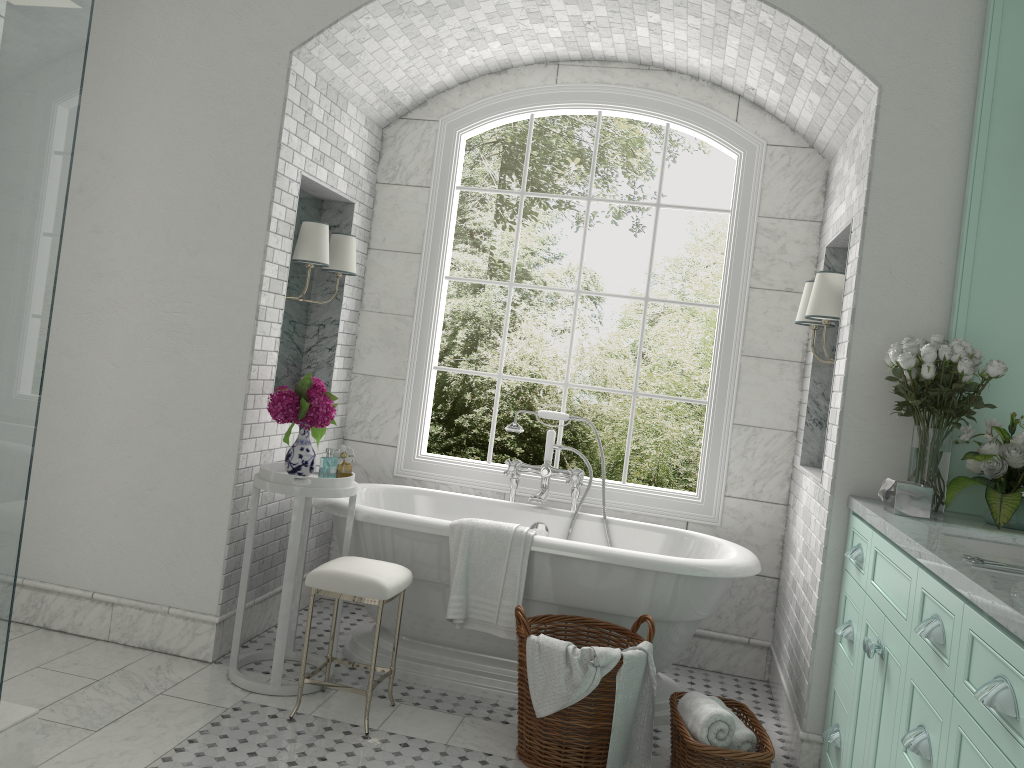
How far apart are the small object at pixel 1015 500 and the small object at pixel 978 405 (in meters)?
0.06

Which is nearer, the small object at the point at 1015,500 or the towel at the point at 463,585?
the small object at the point at 1015,500

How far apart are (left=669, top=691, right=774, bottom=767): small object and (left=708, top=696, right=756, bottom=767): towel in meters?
0.0 m

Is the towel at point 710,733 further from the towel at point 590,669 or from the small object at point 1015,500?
the small object at point 1015,500

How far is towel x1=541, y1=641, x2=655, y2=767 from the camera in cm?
323

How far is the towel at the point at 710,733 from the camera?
3.2 meters

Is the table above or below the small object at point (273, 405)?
below

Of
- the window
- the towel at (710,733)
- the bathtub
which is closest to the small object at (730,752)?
the towel at (710,733)

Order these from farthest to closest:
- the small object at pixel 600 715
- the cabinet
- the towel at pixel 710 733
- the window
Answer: the window
the small object at pixel 600 715
the towel at pixel 710 733
the cabinet

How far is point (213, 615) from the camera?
4.0 meters
